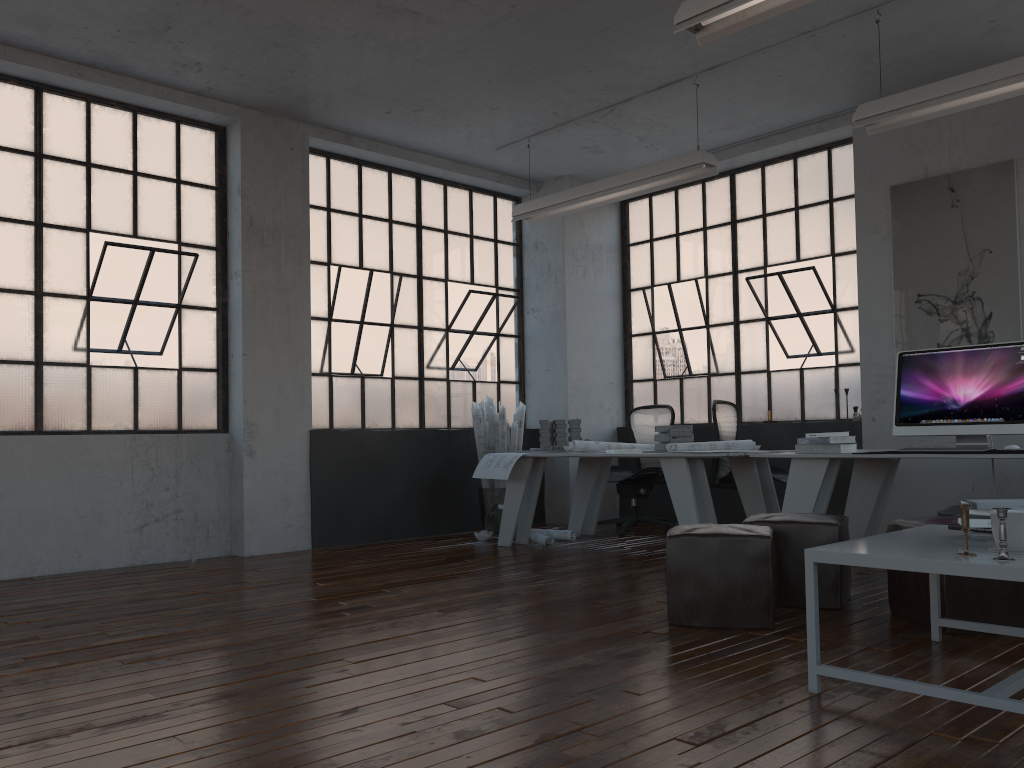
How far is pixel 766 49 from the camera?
5.69m

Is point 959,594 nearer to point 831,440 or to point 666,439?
point 831,440

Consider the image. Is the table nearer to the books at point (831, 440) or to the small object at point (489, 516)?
the books at point (831, 440)

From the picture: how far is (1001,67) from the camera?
4.60m

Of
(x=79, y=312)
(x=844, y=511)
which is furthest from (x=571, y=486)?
(x=79, y=312)

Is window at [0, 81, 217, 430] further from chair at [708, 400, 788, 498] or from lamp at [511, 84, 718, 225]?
chair at [708, 400, 788, 498]

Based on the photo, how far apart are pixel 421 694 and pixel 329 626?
1.18m

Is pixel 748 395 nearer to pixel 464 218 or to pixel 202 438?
pixel 464 218

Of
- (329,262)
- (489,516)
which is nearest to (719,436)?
(489,516)

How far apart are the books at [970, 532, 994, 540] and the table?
0.0 meters
